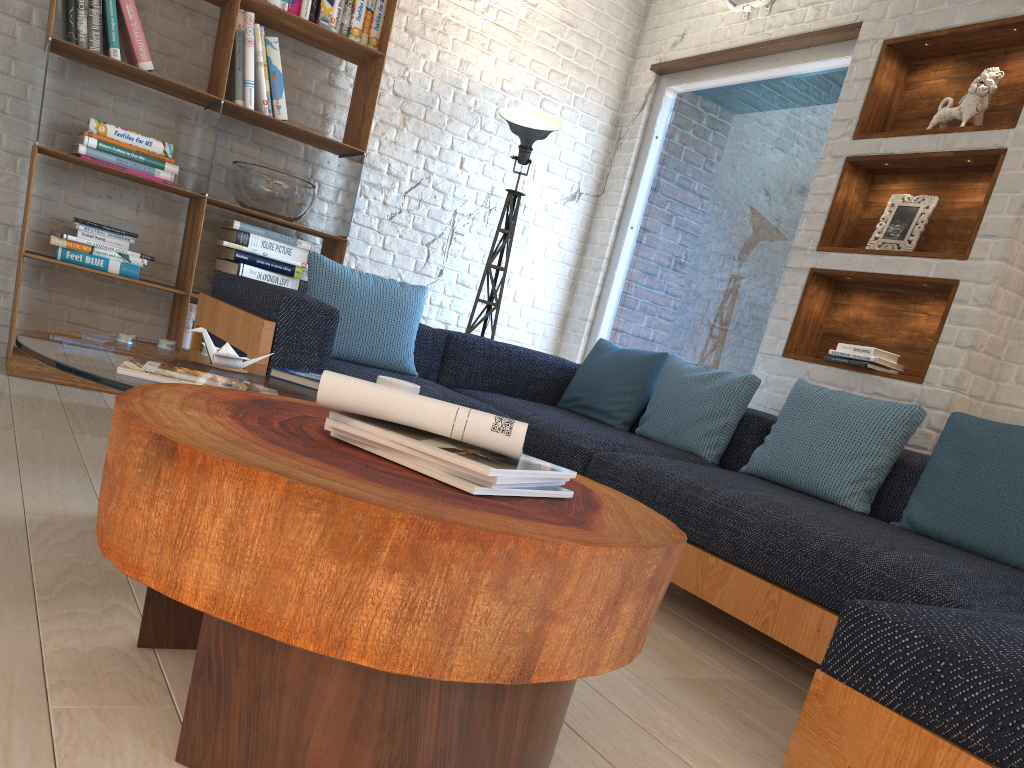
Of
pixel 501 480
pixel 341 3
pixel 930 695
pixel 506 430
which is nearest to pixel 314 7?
pixel 341 3

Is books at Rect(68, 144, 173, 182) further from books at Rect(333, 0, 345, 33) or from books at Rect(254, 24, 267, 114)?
books at Rect(333, 0, 345, 33)

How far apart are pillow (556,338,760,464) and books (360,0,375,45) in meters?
1.9

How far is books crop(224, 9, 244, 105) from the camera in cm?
402

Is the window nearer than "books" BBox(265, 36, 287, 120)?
No

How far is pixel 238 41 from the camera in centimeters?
402cm

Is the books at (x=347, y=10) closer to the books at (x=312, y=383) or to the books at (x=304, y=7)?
the books at (x=304, y=7)

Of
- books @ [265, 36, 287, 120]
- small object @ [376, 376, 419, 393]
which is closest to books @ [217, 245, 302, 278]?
books @ [265, 36, 287, 120]

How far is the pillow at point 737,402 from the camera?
3.5m

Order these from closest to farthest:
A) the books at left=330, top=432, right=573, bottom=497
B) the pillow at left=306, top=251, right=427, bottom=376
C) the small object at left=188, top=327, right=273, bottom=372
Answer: the books at left=330, top=432, right=573, bottom=497 → the small object at left=188, top=327, right=273, bottom=372 → the pillow at left=306, top=251, right=427, bottom=376
